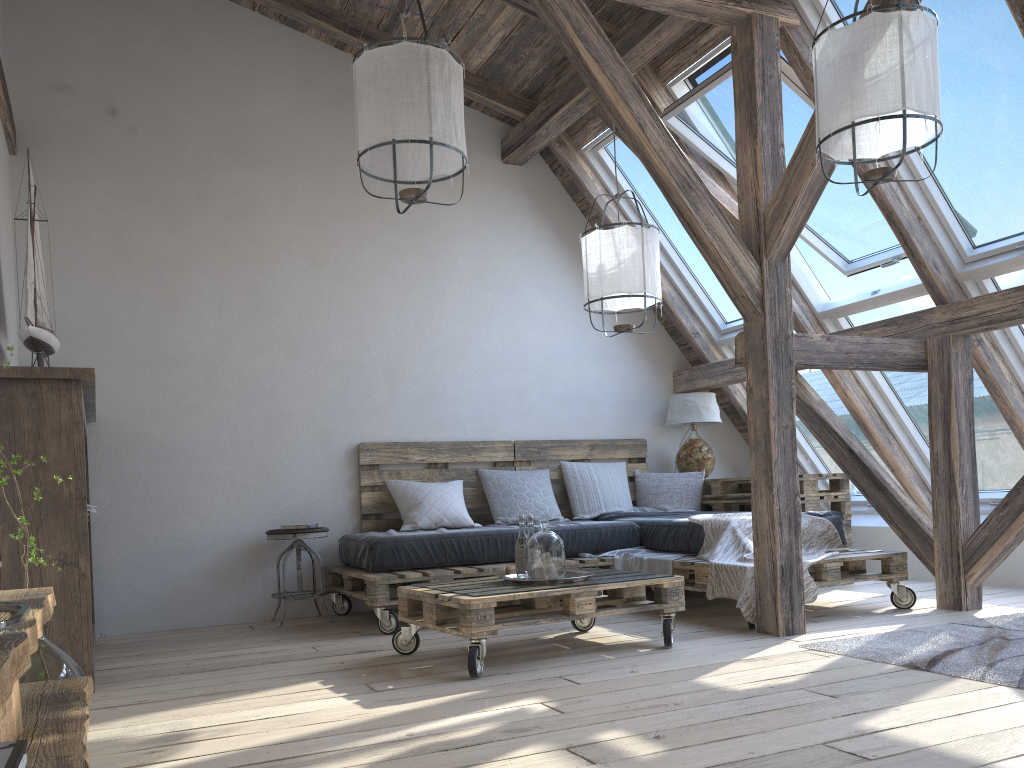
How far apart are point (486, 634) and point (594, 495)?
2.6 meters

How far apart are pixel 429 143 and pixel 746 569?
2.23m

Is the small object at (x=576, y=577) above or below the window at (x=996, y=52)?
below

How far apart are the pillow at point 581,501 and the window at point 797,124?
1.30m

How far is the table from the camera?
5.37m

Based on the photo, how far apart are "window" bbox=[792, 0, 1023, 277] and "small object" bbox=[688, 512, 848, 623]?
1.4 meters

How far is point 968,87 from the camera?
3.84m

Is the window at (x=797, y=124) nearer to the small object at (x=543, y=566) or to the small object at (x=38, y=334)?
the small object at (x=543, y=566)

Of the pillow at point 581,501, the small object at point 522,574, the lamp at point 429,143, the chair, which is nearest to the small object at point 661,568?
the pillow at point 581,501

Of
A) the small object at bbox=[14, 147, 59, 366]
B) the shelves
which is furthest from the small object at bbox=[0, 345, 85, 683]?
the small object at bbox=[14, 147, 59, 366]
